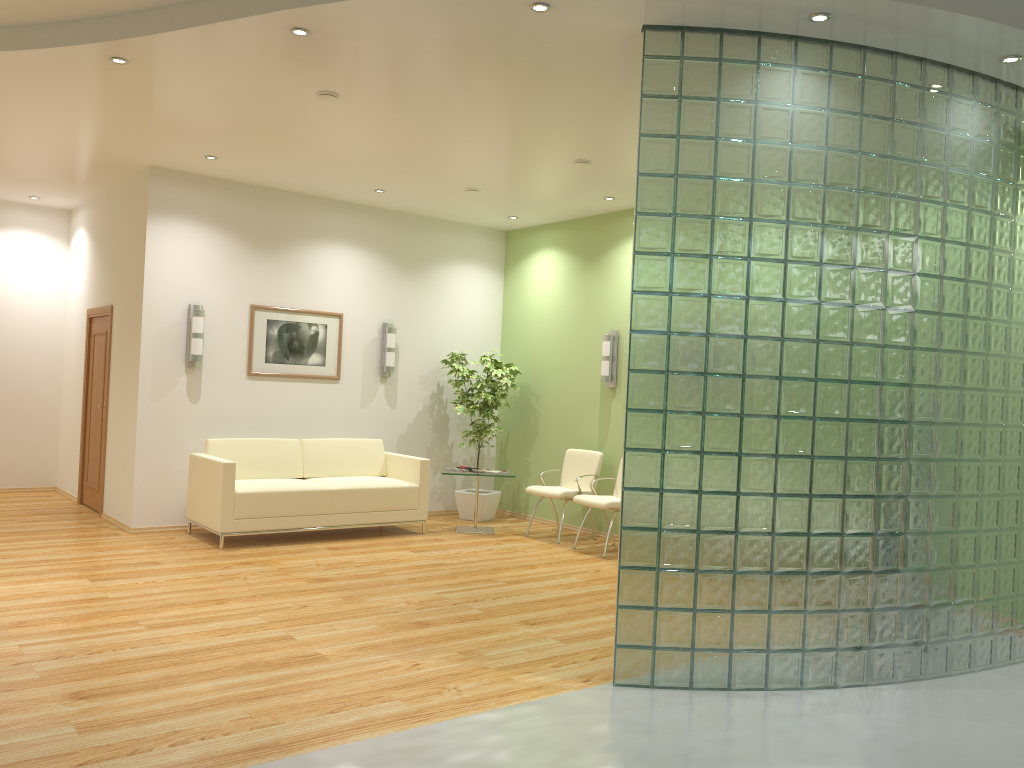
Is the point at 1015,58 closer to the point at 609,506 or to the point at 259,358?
the point at 609,506

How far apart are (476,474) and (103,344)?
4.10m

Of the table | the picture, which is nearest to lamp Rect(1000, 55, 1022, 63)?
the table

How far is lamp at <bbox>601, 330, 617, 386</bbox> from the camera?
9.0 meters

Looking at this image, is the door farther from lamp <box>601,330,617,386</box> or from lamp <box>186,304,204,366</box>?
lamp <box>601,330,617,386</box>

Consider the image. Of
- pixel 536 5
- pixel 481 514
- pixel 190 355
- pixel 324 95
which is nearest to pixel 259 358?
pixel 190 355

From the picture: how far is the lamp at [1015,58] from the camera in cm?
467

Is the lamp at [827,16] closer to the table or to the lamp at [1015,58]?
the lamp at [1015,58]

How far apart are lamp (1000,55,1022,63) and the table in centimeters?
566cm

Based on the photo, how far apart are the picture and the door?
1.67m
